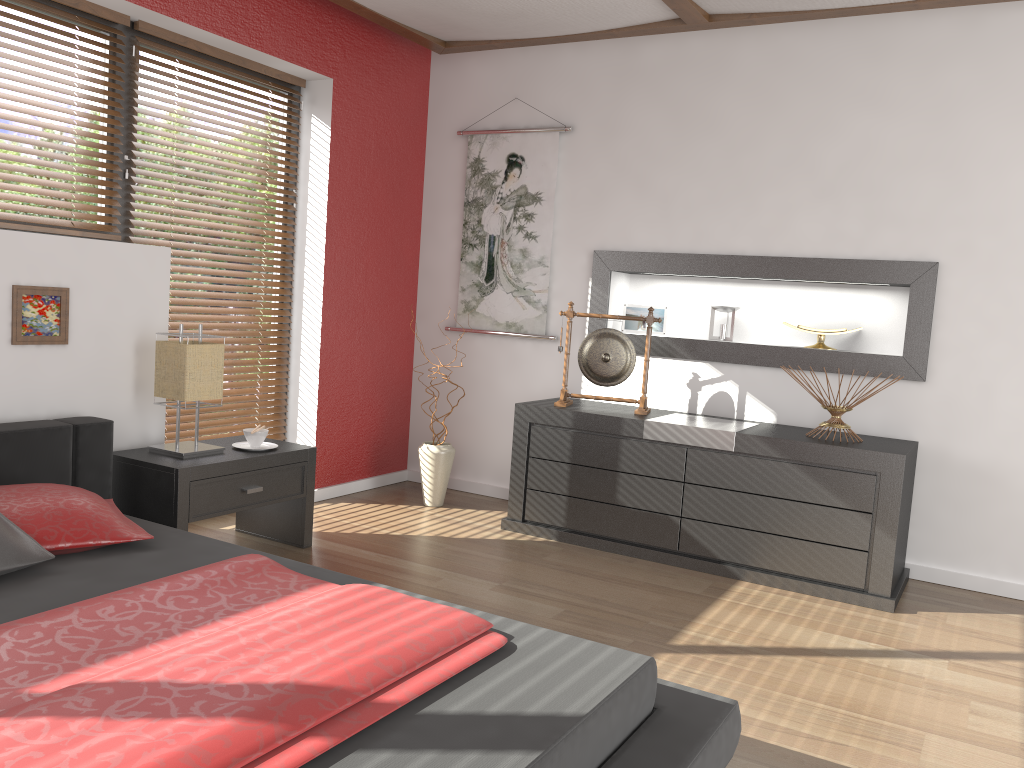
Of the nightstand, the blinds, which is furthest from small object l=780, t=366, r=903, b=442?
the blinds

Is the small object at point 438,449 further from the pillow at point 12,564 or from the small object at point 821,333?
the pillow at point 12,564

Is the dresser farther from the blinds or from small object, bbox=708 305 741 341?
the blinds

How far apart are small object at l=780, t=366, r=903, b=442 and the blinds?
2.6 meters

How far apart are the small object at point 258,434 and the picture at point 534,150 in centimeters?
164cm

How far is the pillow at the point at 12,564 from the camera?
2.18m

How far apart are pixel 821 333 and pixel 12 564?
3.3 meters

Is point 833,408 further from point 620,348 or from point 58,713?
point 58,713

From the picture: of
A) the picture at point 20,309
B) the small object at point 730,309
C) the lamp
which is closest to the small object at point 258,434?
the lamp

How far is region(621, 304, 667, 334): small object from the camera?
4.5m
